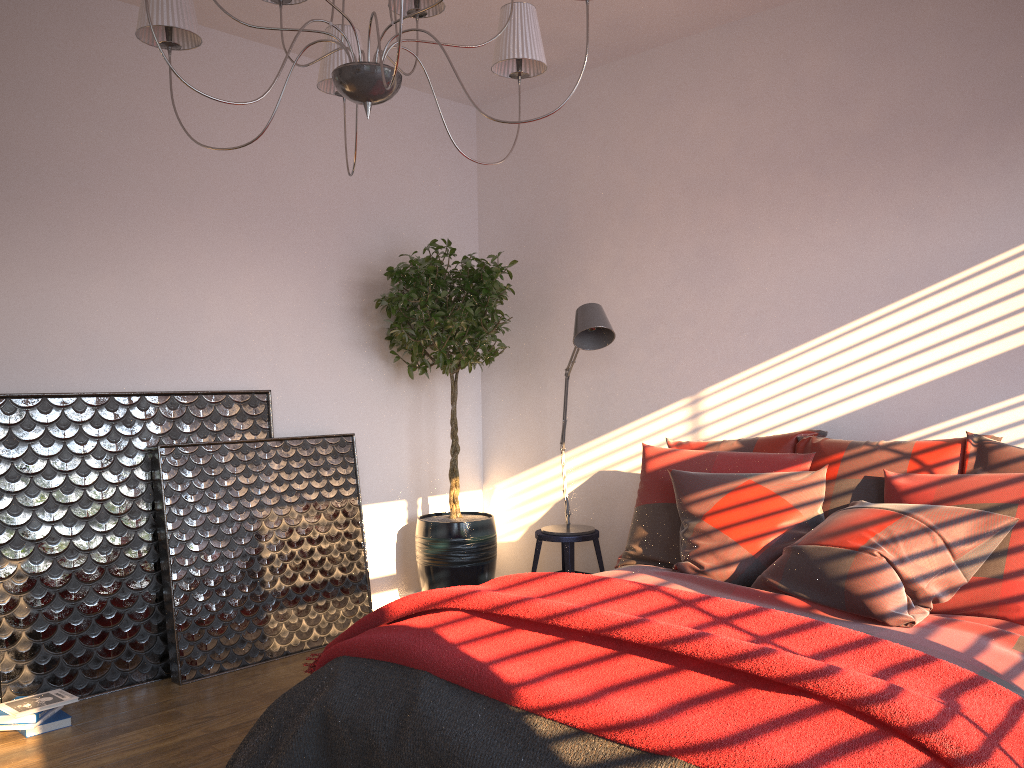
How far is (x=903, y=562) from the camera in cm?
267

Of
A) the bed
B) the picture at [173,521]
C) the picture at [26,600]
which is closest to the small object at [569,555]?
the picture at [173,521]

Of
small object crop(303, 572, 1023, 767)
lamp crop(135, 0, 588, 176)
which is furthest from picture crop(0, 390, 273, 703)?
lamp crop(135, 0, 588, 176)

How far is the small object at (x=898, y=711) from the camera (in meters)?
1.72

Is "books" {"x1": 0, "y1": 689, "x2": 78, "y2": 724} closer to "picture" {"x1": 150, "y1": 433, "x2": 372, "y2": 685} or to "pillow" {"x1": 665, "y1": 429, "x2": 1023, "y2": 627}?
"picture" {"x1": 150, "y1": 433, "x2": 372, "y2": 685}

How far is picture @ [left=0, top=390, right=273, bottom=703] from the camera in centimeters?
342cm

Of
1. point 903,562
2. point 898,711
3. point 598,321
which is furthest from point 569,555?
point 898,711

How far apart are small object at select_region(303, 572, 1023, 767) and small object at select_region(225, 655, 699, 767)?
0.0 meters

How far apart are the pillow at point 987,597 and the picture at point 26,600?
1.78m

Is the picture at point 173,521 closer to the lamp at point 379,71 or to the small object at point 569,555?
the small object at point 569,555
